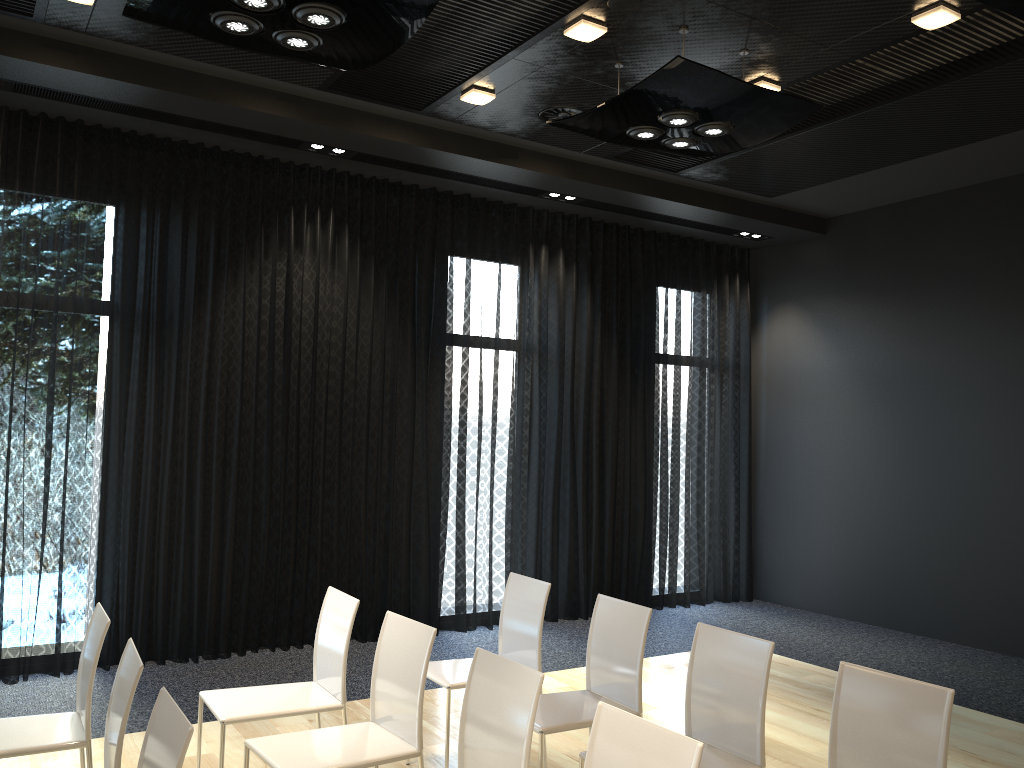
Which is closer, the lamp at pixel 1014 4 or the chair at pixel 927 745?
the chair at pixel 927 745

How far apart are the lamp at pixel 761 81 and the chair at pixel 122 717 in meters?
4.4

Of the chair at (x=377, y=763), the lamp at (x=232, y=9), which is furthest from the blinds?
the chair at (x=377, y=763)

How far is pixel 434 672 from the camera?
4.0 meters

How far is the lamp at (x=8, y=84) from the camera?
5.1m

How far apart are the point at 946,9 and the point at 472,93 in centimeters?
259cm

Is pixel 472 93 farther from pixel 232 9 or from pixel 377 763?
pixel 377 763

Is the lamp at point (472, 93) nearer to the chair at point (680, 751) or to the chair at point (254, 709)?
the chair at point (254, 709)

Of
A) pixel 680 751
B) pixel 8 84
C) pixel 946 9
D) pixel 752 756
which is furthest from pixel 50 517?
pixel 946 9

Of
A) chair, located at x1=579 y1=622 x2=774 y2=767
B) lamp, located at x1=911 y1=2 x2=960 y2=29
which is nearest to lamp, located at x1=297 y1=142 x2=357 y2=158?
lamp, located at x1=911 y1=2 x2=960 y2=29
